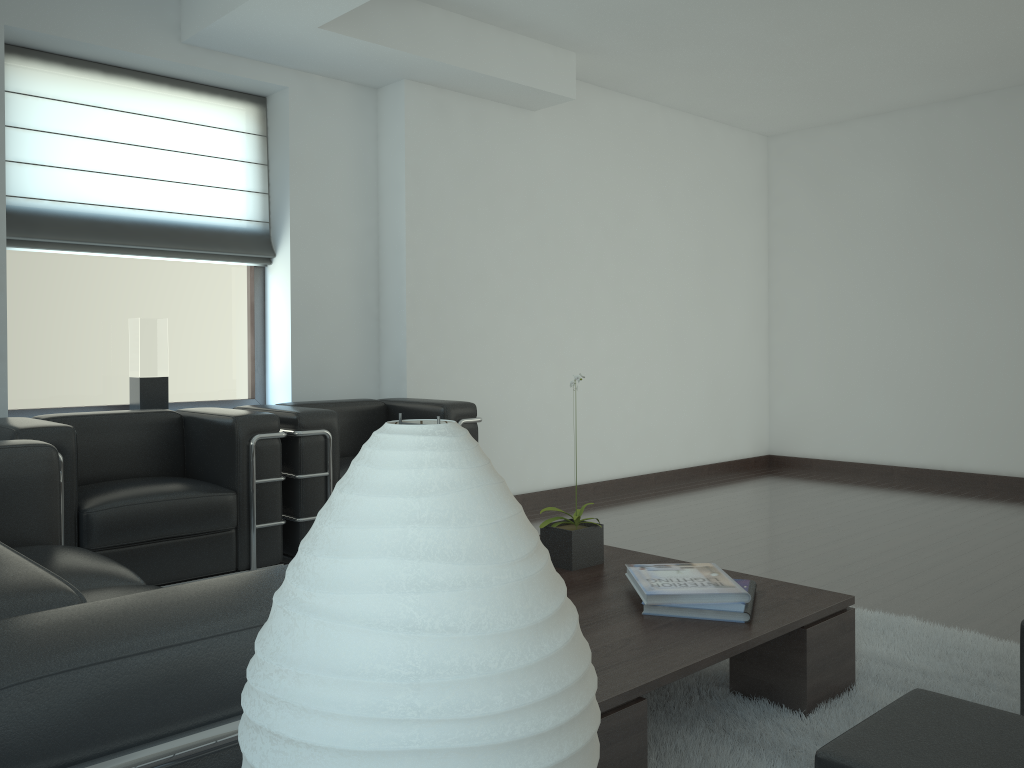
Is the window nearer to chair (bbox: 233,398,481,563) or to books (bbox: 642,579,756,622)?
chair (bbox: 233,398,481,563)

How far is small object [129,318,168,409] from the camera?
6.70m

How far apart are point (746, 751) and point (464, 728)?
3.0 meters

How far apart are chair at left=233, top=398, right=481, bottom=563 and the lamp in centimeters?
503cm

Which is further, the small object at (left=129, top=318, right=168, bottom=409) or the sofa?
the small object at (left=129, top=318, right=168, bottom=409)

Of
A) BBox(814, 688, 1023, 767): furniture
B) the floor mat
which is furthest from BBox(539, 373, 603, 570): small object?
BBox(814, 688, 1023, 767): furniture

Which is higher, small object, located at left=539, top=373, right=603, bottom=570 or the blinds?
the blinds

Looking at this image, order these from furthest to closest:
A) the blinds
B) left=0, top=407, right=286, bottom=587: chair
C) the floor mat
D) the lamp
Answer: the blinds < left=0, top=407, right=286, bottom=587: chair < the floor mat < the lamp

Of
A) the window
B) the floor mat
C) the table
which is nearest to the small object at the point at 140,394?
the window

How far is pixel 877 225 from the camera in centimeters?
1068cm
